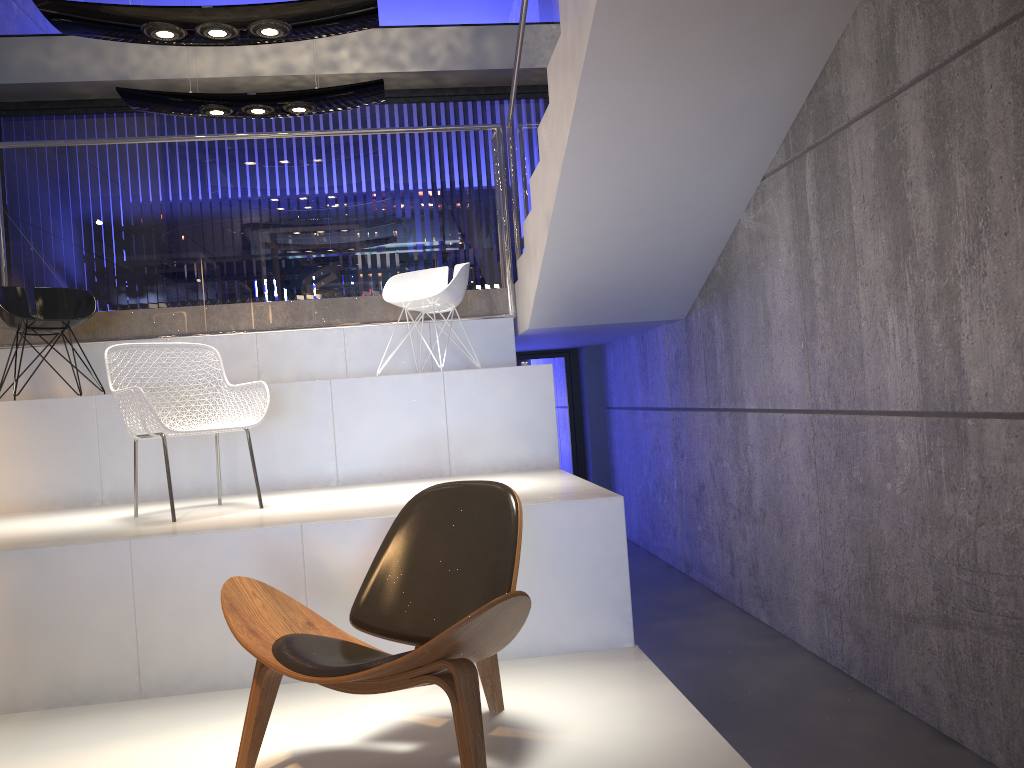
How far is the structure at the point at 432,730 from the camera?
2.71m

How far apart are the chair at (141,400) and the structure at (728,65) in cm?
178

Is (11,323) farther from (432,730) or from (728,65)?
(728,65)

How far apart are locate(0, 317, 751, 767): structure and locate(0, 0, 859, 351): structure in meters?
0.1

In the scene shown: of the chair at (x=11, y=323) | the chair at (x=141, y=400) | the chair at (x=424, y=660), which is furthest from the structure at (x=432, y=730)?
the chair at (x=11, y=323)

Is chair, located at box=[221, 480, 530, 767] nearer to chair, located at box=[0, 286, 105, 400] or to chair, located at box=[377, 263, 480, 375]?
chair, located at box=[377, 263, 480, 375]

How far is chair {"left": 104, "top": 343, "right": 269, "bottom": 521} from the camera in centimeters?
369cm

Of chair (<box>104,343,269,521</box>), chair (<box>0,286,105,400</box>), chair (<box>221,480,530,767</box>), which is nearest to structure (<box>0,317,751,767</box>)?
chair (<box>221,480,530,767</box>)

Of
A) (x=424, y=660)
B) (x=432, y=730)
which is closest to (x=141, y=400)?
(x=432, y=730)

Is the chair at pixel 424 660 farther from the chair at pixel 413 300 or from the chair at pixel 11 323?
the chair at pixel 11 323
